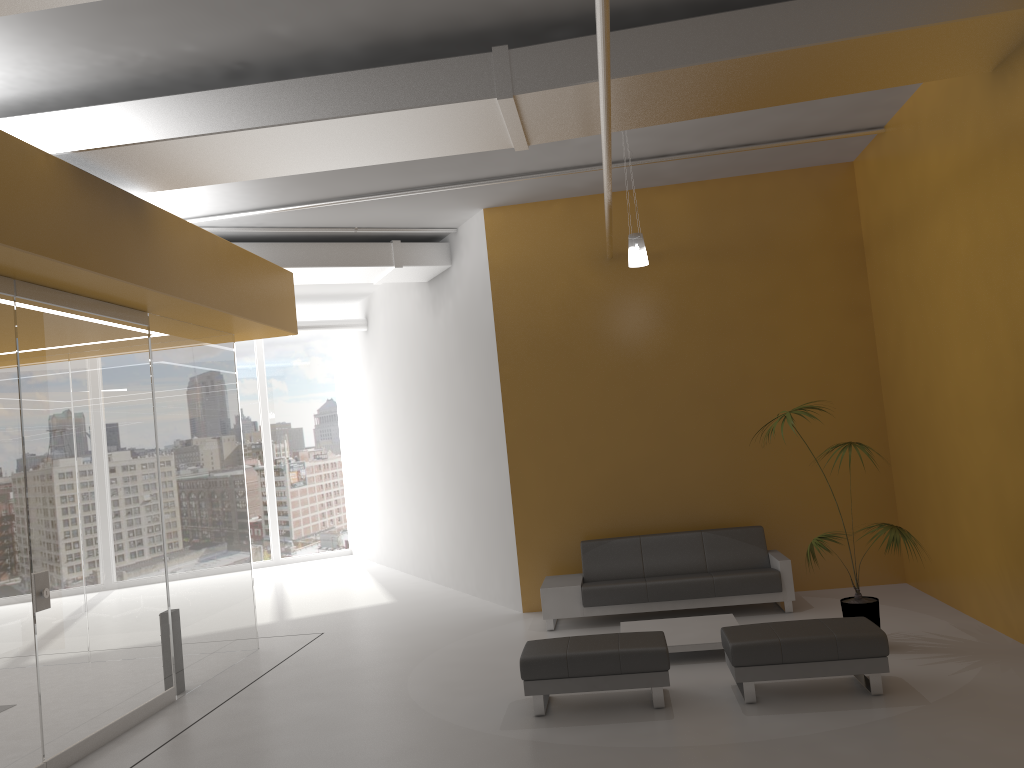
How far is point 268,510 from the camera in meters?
16.5 m

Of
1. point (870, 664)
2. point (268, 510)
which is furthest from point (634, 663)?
point (268, 510)

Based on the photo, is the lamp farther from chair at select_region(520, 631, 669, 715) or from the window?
the window

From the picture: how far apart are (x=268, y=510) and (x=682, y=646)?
11.2 meters

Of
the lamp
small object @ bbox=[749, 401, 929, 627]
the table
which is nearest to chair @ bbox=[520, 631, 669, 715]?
the table

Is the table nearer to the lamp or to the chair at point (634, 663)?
the chair at point (634, 663)

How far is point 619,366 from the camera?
9.7 meters

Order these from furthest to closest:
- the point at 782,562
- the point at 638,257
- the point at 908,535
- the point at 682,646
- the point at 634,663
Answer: the point at 782,562, the point at 638,257, the point at 682,646, the point at 908,535, the point at 634,663

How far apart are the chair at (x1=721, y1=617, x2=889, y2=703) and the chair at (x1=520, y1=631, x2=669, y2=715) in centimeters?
42cm

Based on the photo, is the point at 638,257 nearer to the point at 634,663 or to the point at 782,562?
the point at 782,562
